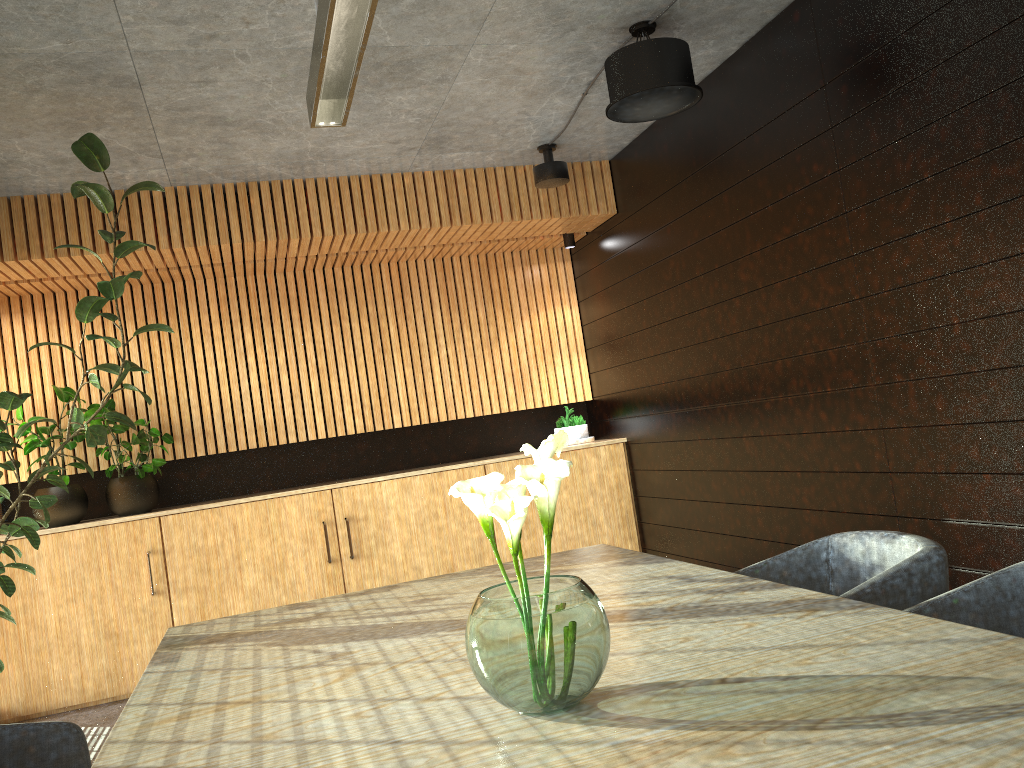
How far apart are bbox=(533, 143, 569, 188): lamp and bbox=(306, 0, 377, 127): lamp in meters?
2.8

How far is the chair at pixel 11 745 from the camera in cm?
255

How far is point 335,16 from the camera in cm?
285

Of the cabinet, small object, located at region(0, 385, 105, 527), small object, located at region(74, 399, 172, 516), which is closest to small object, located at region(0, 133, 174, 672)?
the cabinet

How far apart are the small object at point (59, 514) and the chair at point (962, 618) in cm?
587

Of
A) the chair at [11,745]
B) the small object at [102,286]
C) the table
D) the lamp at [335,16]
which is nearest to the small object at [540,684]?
the table

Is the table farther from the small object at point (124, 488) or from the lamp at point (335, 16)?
the small object at point (124, 488)

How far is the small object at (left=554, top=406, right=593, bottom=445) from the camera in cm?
771

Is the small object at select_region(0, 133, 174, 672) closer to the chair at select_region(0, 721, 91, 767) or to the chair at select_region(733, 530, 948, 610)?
the chair at select_region(0, 721, 91, 767)

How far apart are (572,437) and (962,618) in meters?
5.4
